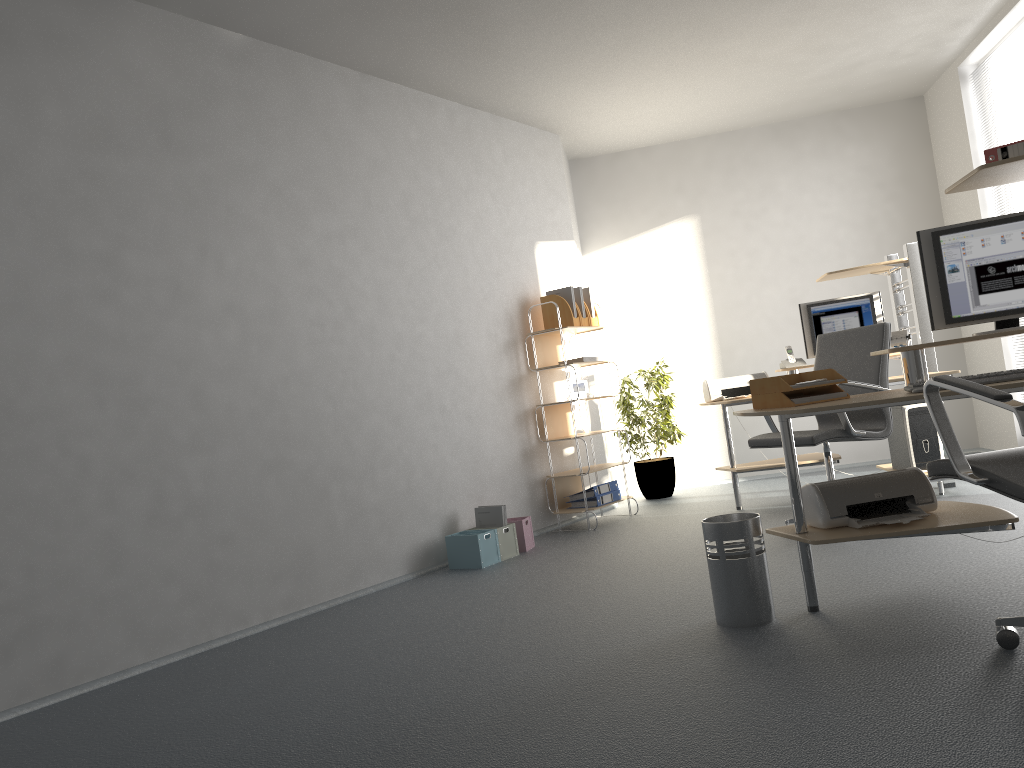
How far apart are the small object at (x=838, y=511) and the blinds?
3.80m

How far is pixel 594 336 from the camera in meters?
7.8

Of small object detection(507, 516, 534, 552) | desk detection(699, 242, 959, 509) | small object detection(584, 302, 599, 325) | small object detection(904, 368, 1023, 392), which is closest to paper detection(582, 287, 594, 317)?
small object detection(584, 302, 599, 325)

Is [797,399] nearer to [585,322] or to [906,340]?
[906,340]

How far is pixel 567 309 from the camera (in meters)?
6.17

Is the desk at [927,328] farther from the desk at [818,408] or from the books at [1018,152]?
the books at [1018,152]

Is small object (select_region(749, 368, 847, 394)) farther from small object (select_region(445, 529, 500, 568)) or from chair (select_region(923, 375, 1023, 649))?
small object (select_region(445, 529, 500, 568))

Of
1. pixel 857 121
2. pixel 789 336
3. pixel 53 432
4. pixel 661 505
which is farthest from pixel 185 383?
pixel 857 121

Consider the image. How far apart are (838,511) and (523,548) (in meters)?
2.58

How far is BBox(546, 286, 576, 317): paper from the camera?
6.22m
